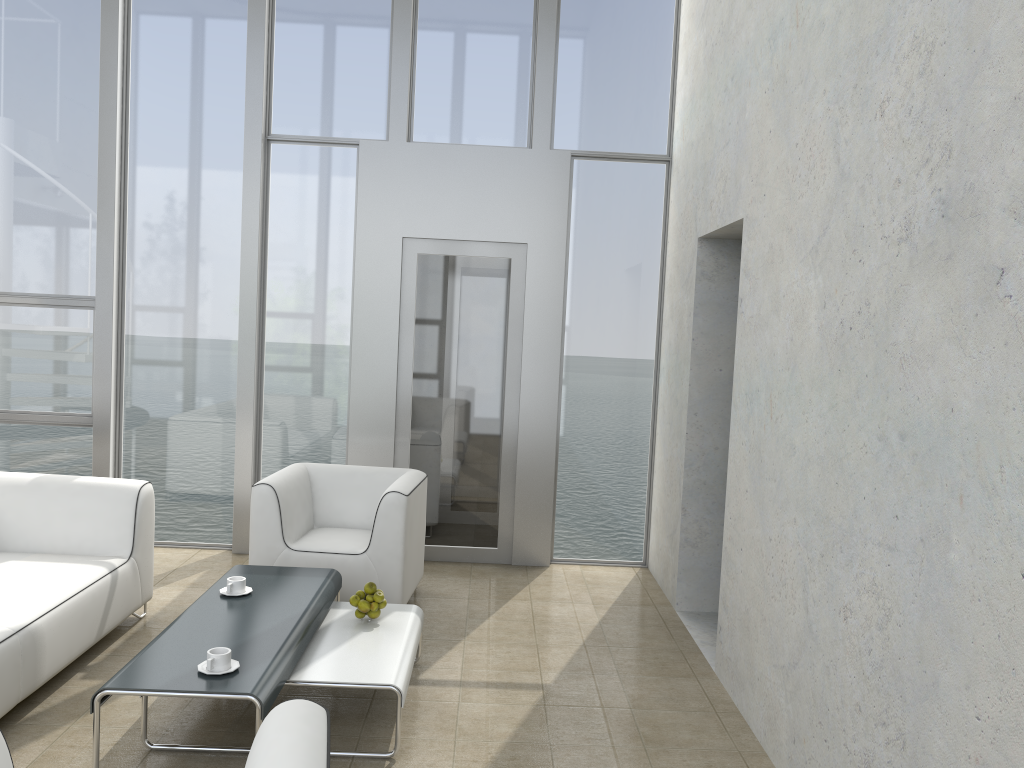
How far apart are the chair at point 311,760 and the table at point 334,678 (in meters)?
1.19

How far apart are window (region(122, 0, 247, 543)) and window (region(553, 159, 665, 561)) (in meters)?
2.18

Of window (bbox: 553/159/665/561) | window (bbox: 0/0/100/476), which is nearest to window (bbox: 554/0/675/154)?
window (bbox: 553/159/665/561)

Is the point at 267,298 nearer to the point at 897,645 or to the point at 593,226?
the point at 593,226

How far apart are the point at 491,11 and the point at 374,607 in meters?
3.9

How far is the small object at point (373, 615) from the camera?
3.8 meters

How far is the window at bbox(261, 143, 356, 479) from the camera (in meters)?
5.76

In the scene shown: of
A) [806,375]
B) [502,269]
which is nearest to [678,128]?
[502,269]

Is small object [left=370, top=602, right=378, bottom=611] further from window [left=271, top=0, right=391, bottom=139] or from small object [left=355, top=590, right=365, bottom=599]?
window [left=271, top=0, right=391, bottom=139]

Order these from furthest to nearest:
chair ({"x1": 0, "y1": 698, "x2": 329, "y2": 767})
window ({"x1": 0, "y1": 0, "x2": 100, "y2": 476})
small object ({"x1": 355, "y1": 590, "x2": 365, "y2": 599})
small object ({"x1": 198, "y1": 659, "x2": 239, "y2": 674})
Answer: window ({"x1": 0, "y1": 0, "x2": 100, "y2": 476}) < small object ({"x1": 355, "y1": 590, "x2": 365, "y2": 599}) < small object ({"x1": 198, "y1": 659, "x2": 239, "y2": 674}) < chair ({"x1": 0, "y1": 698, "x2": 329, "y2": 767})
